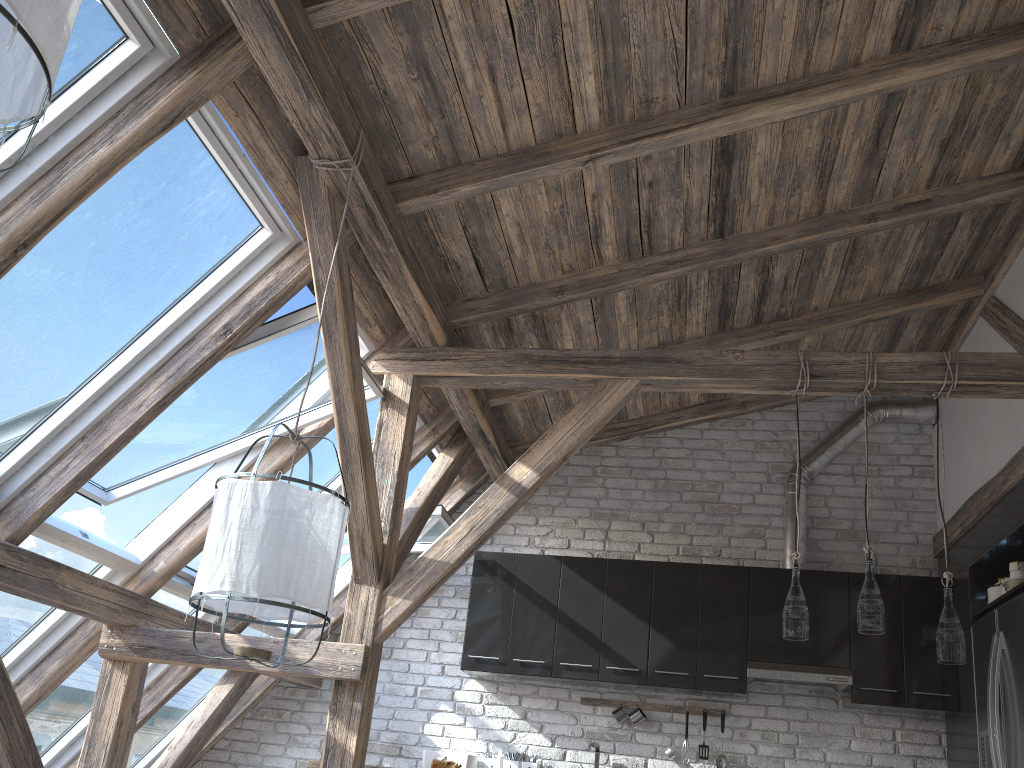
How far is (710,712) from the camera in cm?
542

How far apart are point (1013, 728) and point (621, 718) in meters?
2.2 m

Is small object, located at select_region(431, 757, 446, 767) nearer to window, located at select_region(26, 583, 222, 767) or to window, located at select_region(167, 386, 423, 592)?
window, located at select_region(26, 583, 222, 767)

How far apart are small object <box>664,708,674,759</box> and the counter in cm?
209

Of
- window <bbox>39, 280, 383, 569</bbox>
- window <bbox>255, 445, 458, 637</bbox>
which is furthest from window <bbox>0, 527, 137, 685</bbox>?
window <bbox>255, 445, 458, 637</bbox>

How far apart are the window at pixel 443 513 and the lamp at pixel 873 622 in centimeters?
237cm

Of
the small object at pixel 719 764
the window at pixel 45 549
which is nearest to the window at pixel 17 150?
the window at pixel 45 549

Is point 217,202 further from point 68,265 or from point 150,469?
point 150,469

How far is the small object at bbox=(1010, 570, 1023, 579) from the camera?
4.4m

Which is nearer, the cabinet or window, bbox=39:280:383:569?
window, bbox=39:280:383:569
